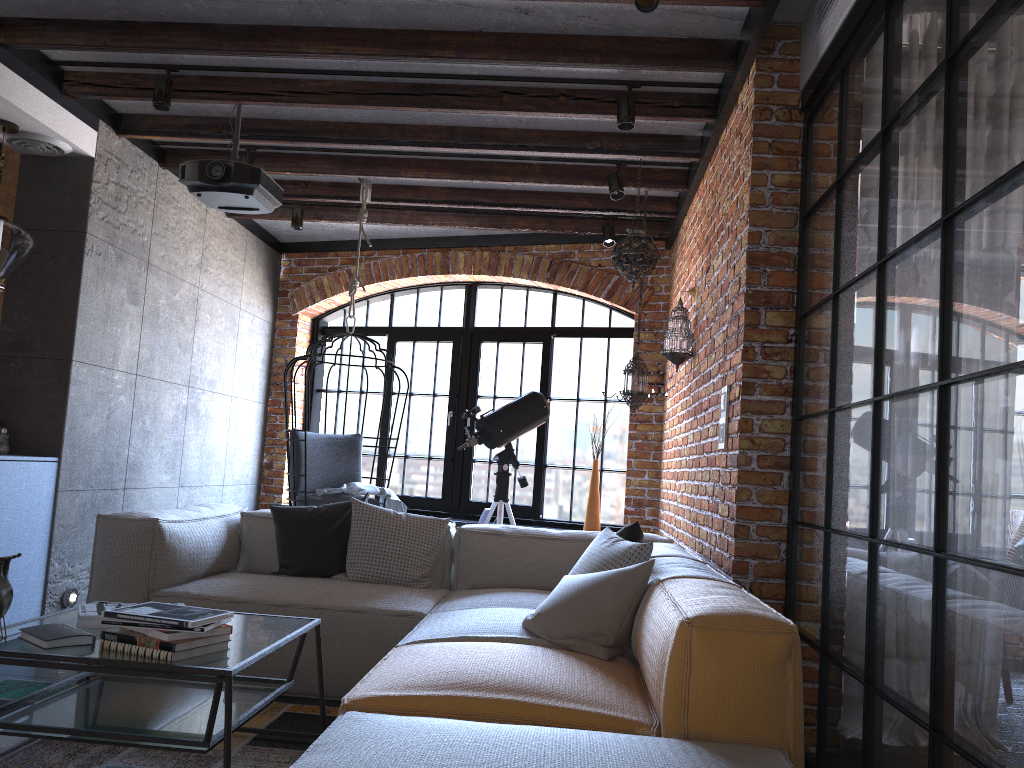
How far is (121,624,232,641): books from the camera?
2.2 meters

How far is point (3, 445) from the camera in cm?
442

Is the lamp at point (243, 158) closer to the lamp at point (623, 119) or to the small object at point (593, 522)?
the lamp at point (623, 119)

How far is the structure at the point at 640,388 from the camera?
5.2m

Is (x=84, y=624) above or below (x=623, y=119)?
below

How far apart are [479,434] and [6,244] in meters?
2.8

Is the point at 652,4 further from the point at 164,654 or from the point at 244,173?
the point at 164,654

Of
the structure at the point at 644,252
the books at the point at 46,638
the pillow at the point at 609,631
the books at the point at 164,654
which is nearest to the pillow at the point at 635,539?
the pillow at the point at 609,631

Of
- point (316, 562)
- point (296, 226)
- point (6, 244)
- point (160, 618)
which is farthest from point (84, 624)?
point (296, 226)

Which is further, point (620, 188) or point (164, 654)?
point (620, 188)
